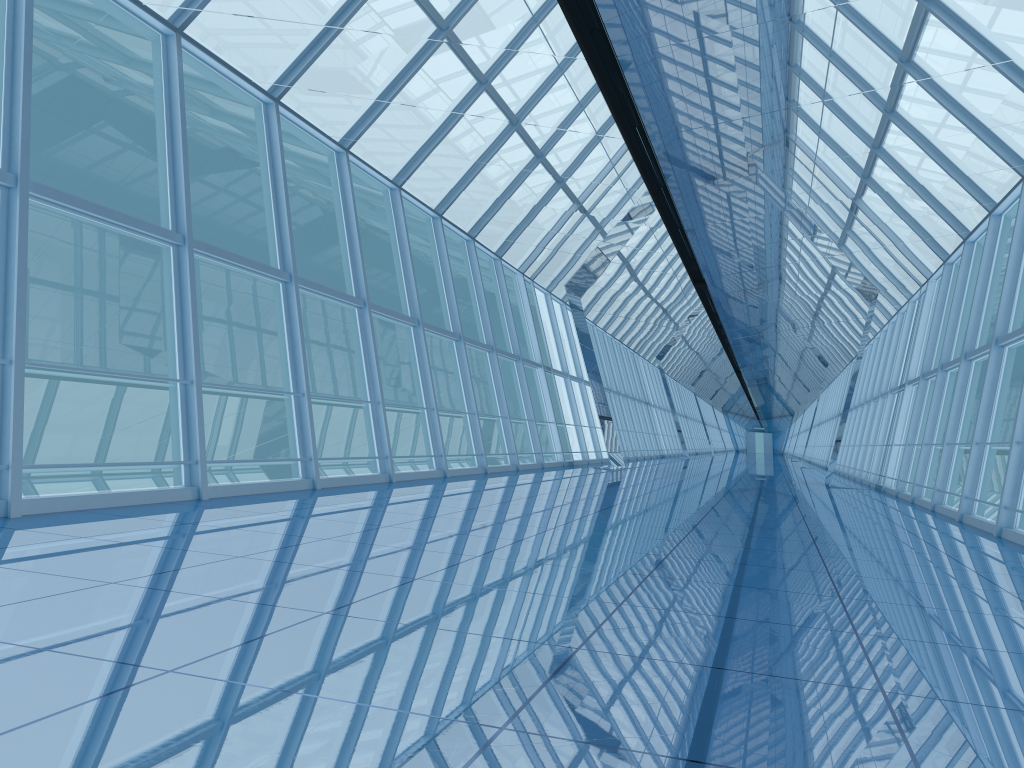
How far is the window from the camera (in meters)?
8.00

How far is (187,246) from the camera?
8.00m

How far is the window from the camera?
8.00m
